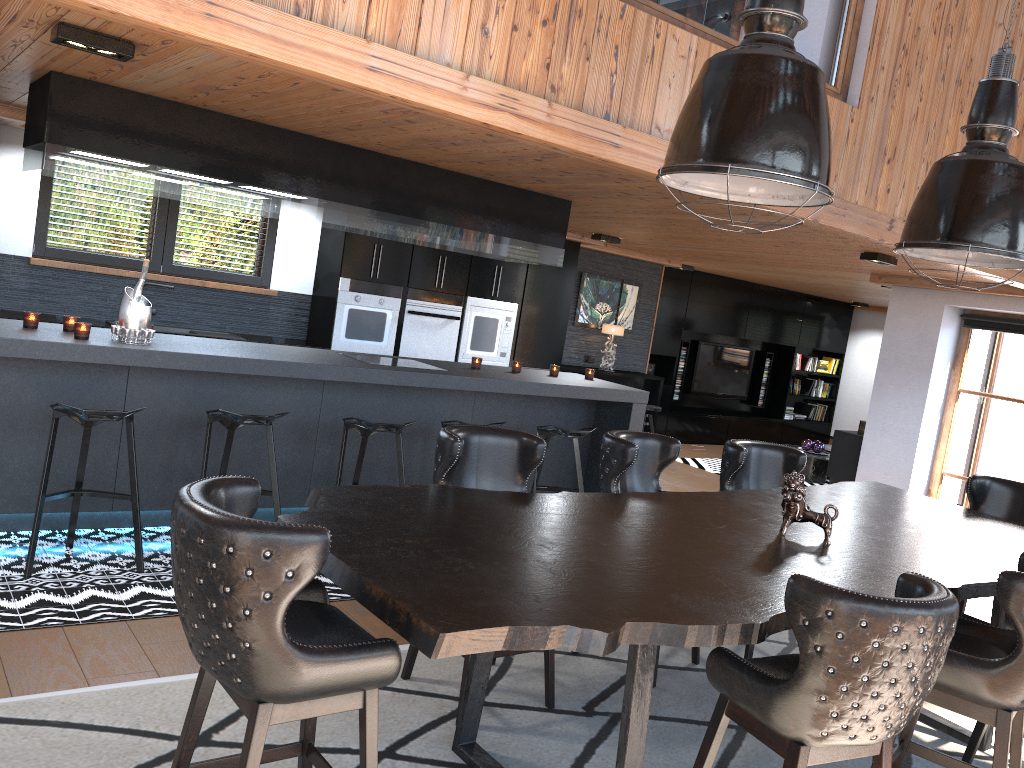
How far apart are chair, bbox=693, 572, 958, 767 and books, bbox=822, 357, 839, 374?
12.33m

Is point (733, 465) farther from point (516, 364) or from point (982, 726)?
point (516, 364)

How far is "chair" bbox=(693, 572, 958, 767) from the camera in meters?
2.2 m

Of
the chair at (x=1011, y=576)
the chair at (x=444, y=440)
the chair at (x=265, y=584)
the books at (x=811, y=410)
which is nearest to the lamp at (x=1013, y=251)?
the chair at (x=1011, y=576)

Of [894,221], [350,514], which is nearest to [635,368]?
[894,221]

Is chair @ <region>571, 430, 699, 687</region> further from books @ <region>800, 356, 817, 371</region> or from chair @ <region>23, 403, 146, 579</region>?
books @ <region>800, 356, 817, 371</region>

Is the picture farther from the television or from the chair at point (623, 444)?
the chair at point (623, 444)

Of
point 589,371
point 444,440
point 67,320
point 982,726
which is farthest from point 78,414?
point 982,726

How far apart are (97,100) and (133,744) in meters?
3.1

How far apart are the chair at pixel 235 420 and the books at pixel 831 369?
11.2 meters
